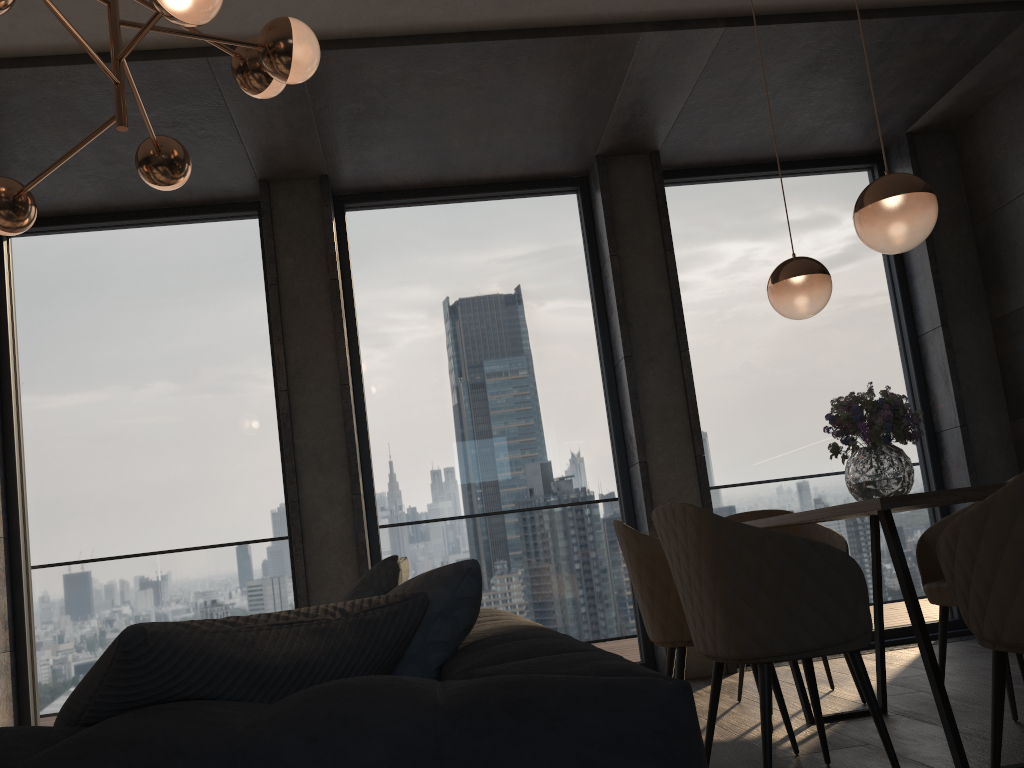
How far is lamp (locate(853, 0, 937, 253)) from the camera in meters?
2.6 m

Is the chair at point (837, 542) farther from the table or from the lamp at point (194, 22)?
the lamp at point (194, 22)

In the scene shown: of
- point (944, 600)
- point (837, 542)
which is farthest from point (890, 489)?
point (837, 542)

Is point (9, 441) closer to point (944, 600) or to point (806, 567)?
point (806, 567)

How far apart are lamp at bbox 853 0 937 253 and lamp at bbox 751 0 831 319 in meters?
0.6

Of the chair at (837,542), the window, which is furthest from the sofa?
the window

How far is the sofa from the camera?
0.9m

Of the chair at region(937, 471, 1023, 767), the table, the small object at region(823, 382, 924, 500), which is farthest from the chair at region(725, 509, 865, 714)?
the chair at region(937, 471, 1023, 767)

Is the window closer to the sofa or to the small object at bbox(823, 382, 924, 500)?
the small object at bbox(823, 382, 924, 500)

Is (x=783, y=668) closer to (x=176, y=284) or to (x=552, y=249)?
(x=552, y=249)
